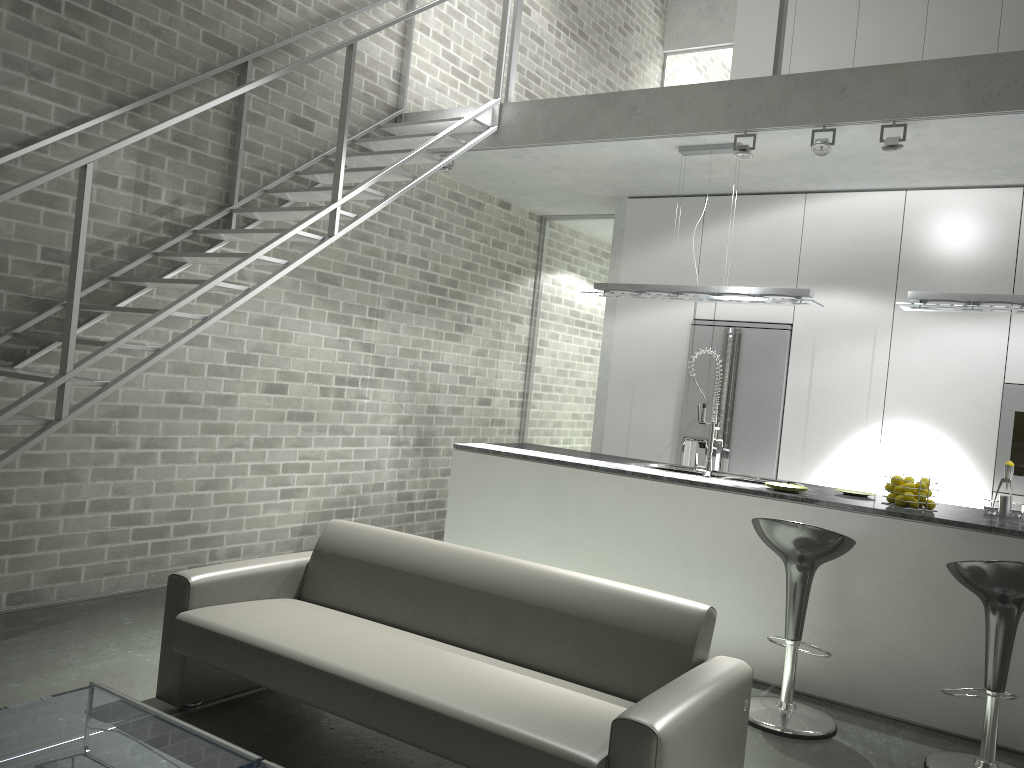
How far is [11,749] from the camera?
2.4 meters

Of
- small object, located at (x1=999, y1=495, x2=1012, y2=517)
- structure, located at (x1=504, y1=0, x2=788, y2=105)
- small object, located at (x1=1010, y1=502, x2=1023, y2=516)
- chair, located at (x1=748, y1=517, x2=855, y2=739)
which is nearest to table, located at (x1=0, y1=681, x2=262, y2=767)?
chair, located at (x1=748, y1=517, x2=855, y2=739)

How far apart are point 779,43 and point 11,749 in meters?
4.9

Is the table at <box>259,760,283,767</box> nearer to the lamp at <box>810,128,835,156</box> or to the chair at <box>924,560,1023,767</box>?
the chair at <box>924,560,1023,767</box>

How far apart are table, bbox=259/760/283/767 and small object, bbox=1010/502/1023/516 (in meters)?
3.92

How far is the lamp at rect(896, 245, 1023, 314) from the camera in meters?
4.6

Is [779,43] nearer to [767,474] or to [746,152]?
[746,152]

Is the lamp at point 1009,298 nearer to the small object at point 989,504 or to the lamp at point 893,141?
the lamp at point 893,141

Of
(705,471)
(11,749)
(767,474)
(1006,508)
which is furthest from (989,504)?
(11,749)

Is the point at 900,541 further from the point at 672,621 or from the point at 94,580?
the point at 94,580
